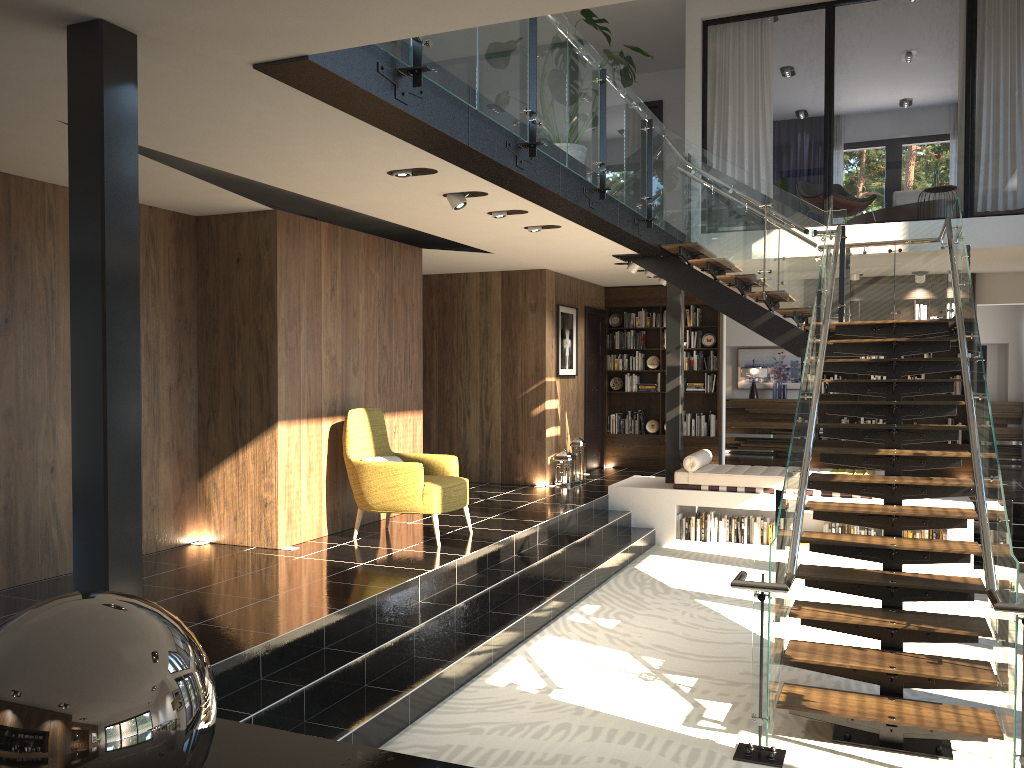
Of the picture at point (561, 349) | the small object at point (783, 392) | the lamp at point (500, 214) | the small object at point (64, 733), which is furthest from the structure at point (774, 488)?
the small object at point (64, 733)

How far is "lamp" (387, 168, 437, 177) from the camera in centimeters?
568cm

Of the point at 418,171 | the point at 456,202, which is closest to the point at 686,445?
the point at 456,202

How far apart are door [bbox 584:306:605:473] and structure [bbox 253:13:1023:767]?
2.61m

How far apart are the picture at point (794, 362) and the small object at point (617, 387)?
3.9 meters

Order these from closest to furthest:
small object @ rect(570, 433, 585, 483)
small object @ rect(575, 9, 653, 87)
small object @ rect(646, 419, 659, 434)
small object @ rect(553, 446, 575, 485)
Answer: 1. small object @ rect(575, 9, 653, 87)
2. small object @ rect(553, 446, 575, 485)
3. small object @ rect(570, 433, 585, 483)
4. small object @ rect(646, 419, 659, 434)

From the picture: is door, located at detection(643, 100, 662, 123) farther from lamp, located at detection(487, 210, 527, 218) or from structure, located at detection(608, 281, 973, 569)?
lamp, located at detection(487, 210, 527, 218)

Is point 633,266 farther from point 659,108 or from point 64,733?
point 64,733

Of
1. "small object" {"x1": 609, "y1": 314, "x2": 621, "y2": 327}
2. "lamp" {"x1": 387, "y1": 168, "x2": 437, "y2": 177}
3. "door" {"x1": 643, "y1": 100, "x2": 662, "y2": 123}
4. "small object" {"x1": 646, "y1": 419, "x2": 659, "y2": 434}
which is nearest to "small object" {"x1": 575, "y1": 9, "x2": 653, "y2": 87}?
"lamp" {"x1": 387, "y1": 168, "x2": 437, "y2": 177}

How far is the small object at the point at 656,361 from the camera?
13.1 meters
